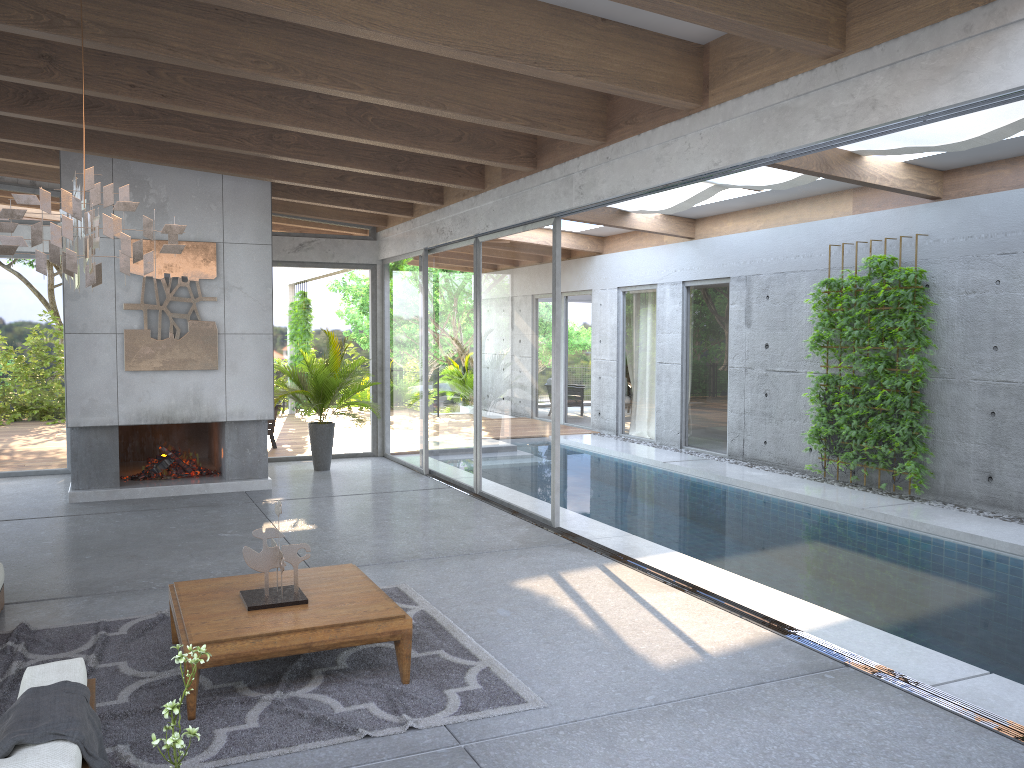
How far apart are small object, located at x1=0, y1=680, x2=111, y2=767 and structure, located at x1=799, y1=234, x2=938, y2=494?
8.11m

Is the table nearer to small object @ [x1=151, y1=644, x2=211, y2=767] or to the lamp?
small object @ [x1=151, y1=644, x2=211, y2=767]

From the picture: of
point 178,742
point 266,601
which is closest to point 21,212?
point 266,601

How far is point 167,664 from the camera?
4.6m

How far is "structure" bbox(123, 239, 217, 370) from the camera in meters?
9.1

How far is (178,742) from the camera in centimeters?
246cm

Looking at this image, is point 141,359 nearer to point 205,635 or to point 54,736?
point 205,635

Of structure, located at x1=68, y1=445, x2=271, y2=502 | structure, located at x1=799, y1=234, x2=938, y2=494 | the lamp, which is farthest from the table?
Answer: structure, located at x1=799, y1=234, x2=938, y2=494

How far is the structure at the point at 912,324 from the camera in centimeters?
908cm

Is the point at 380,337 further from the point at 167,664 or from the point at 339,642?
the point at 339,642
